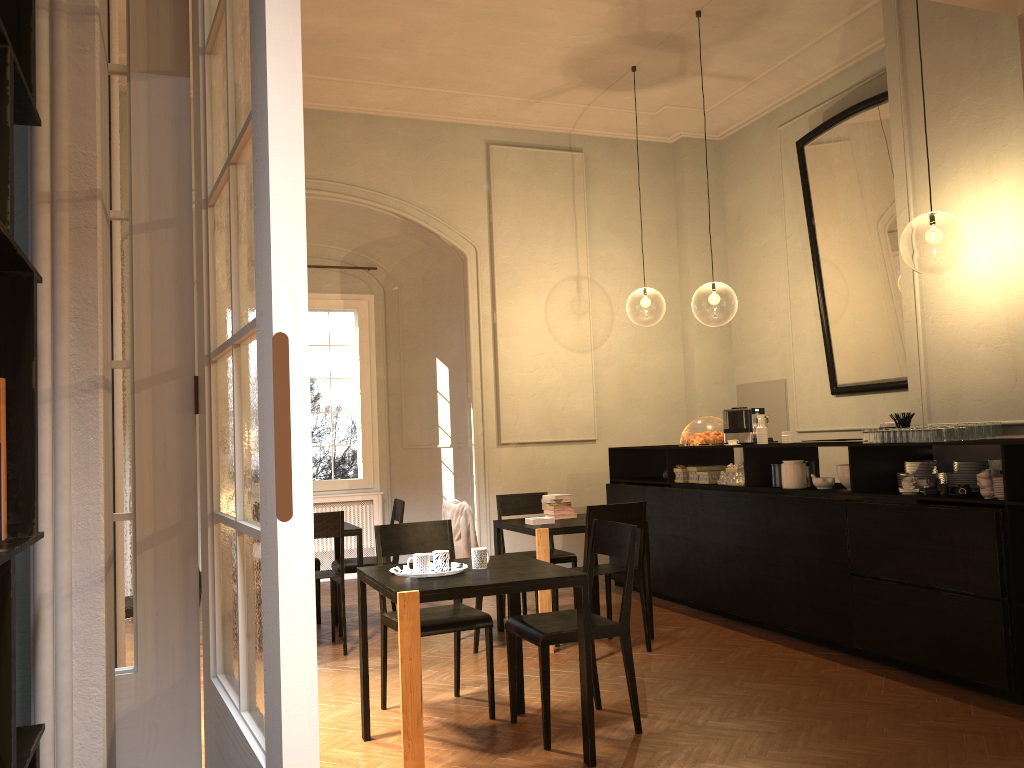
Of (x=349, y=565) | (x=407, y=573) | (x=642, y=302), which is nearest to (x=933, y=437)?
(x=407, y=573)

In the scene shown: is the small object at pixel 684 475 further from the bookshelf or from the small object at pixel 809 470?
the bookshelf

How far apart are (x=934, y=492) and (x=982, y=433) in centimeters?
55cm

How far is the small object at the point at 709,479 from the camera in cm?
772

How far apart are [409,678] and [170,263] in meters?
2.5 m

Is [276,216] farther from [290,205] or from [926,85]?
[926,85]

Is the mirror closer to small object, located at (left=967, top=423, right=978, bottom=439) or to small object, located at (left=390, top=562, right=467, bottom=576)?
small object, located at (left=967, top=423, right=978, bottom=439)

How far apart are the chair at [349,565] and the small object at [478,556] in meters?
3.0

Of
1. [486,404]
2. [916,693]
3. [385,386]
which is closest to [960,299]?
[916,693]

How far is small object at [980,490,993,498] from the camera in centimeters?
507cm
